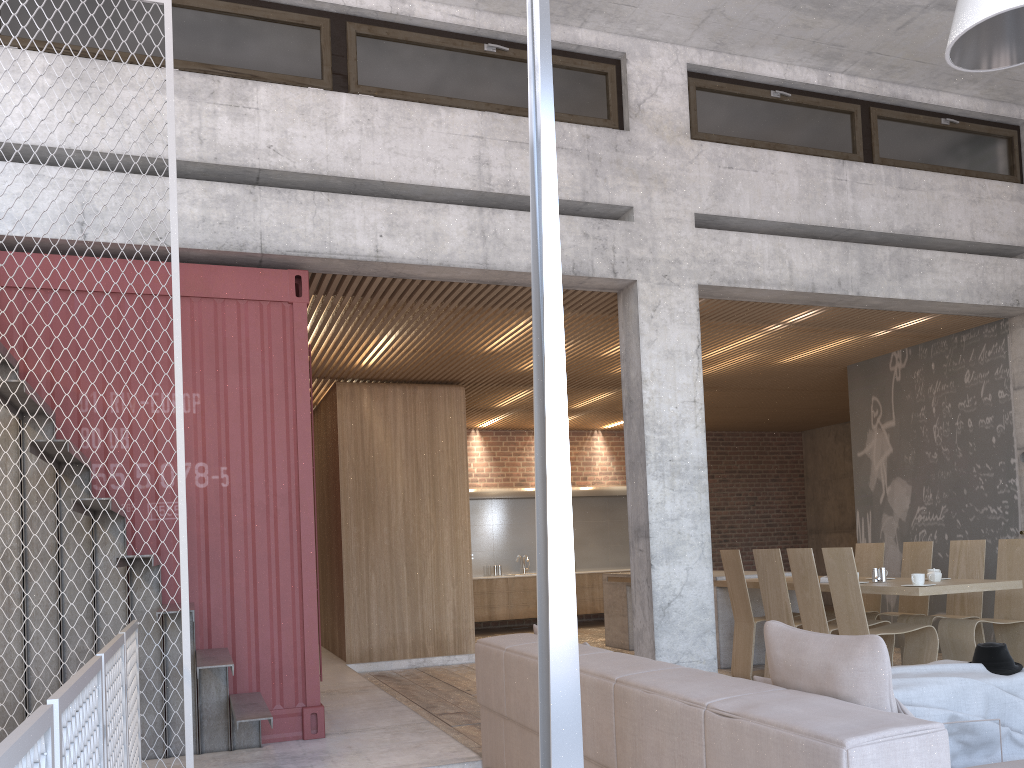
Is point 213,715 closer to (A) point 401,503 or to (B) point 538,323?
(B) point 538,323

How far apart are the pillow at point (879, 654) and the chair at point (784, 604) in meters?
4.6 m

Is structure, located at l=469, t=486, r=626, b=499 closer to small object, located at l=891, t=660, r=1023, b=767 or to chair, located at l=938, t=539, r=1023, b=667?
chair, located at l=938, t=539, r=1023, b=667

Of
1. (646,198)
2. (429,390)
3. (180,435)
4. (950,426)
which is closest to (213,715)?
(180,435)

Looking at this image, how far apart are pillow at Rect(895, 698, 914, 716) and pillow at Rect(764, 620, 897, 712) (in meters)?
0.06

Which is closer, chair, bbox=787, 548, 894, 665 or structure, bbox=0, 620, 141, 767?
structure, bbox=0, 620, 141, 767

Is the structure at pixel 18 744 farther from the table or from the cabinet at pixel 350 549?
the cabinet at pixel 350 549

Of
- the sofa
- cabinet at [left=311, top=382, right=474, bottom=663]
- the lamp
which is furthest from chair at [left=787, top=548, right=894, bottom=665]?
the lamp

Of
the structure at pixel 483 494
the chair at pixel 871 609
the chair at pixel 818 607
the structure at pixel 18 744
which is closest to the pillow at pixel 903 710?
the structure at pixel 18 744

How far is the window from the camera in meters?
6.0
